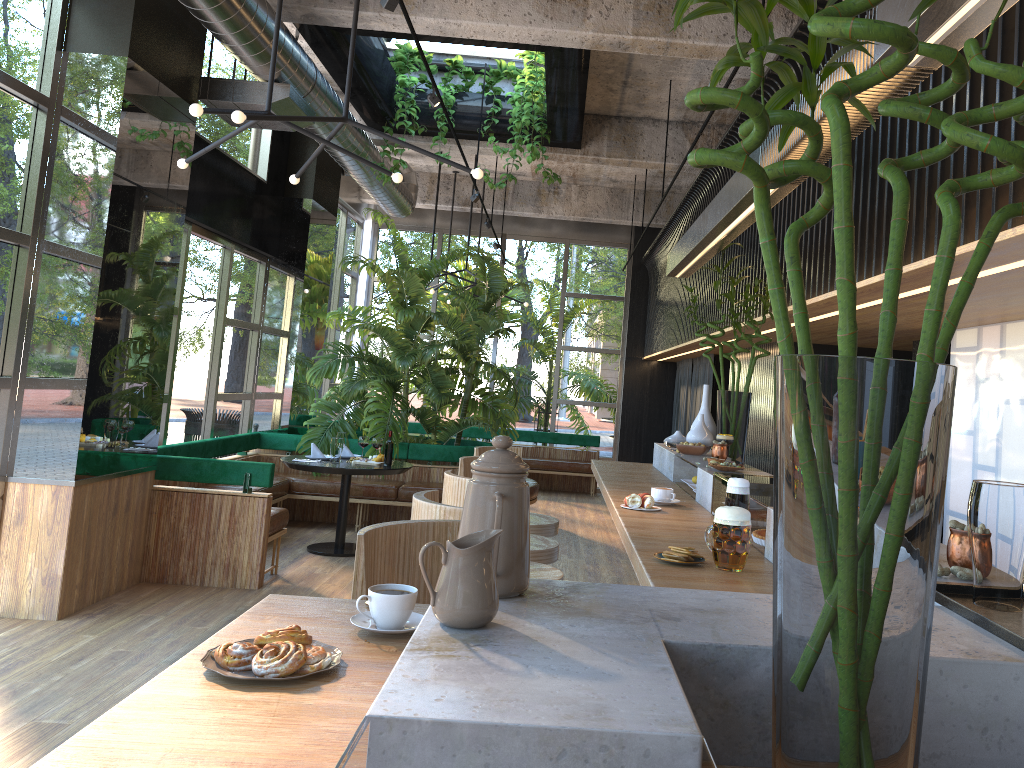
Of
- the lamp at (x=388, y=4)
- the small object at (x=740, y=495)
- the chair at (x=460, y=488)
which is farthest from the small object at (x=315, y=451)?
the small object at (x=740, y=495)

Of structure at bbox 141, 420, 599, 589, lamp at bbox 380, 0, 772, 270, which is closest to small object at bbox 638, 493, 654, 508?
lamp at bbox 380, 0, 772, 270

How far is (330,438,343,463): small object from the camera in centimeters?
734cm

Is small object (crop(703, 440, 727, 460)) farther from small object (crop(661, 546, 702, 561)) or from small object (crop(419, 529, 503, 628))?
small object (crop(419, 529, 503, 628))

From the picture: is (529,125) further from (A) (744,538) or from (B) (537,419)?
(A) (744,538)

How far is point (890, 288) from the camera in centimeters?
109cm

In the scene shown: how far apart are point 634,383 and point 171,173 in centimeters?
826cm

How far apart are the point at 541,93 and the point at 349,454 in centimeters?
363cm

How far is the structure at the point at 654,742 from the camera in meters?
0.8

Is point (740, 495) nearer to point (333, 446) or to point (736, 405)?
point (736, 405)
